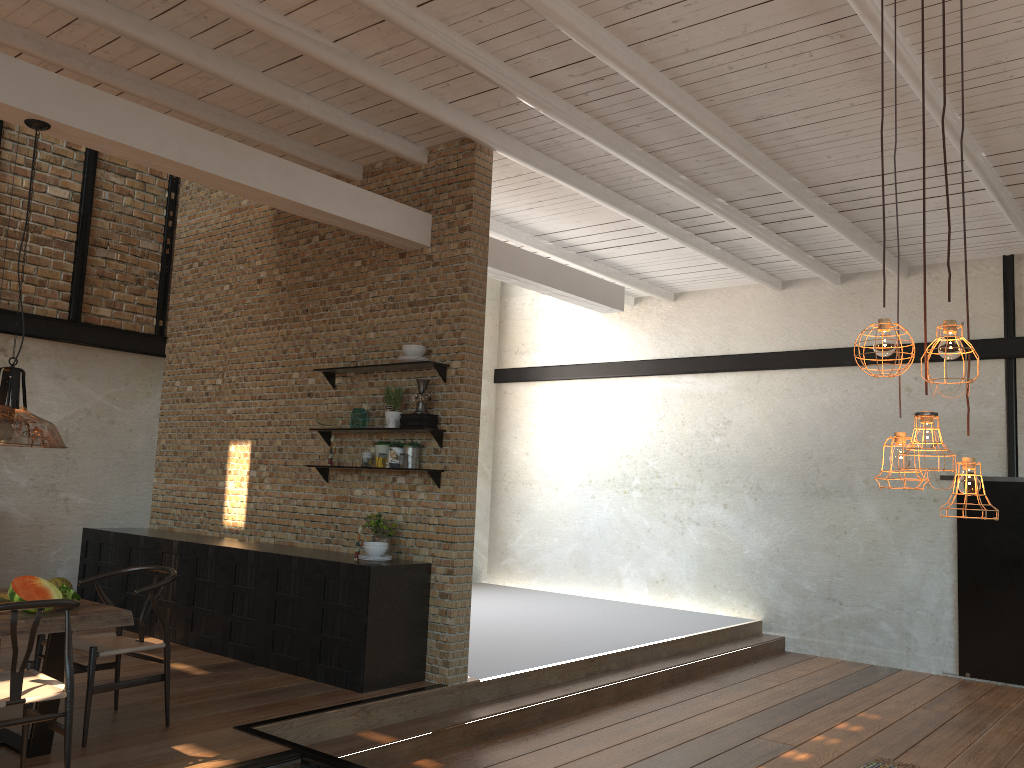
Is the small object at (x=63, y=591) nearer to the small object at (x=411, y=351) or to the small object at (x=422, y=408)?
the small object at (x=422, y=408)

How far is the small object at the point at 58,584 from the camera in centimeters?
472cm

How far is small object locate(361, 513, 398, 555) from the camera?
6.58m

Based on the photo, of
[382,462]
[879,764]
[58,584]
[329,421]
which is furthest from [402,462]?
[879,764]

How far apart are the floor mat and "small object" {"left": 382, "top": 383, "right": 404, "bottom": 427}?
4.1m

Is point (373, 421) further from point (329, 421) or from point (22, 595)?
point (22, 595)

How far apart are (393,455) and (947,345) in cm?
488

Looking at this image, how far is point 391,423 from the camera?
6.6m

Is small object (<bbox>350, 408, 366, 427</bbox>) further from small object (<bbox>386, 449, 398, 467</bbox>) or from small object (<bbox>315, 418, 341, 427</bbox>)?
small object (<bbox>386, 449, 398, 467</bbox>)

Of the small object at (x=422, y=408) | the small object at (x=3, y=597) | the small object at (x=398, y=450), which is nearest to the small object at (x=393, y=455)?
the small object at (x=398, y=450)
